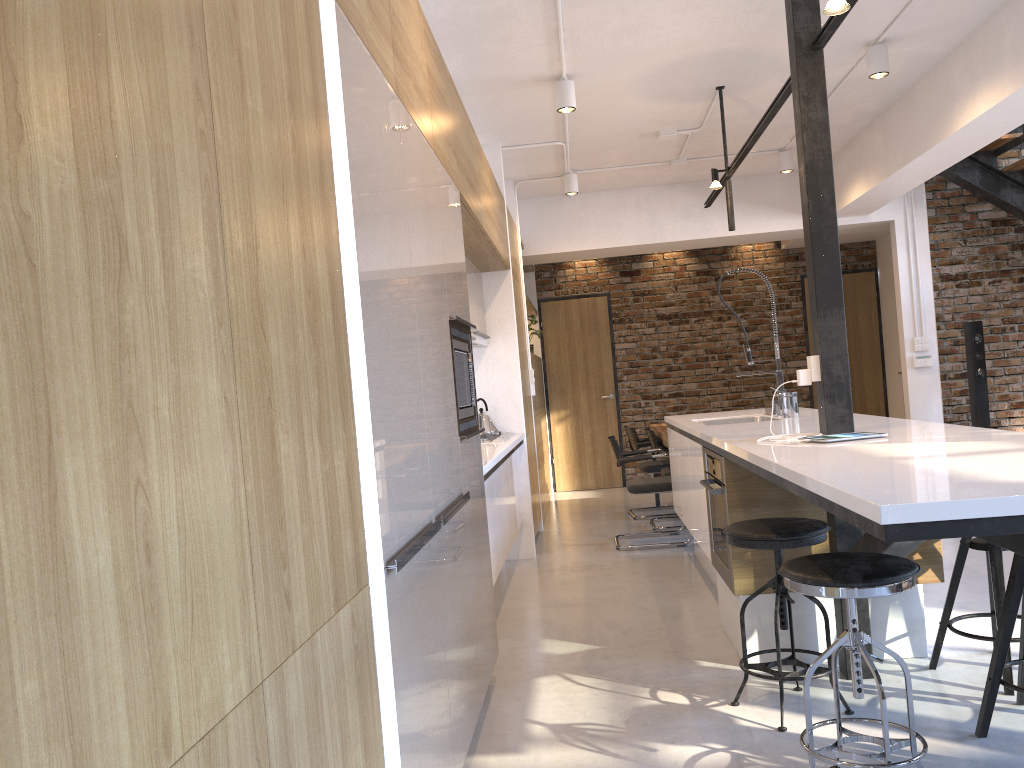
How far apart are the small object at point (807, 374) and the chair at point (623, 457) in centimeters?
282cm

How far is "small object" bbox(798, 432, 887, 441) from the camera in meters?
3.0 m

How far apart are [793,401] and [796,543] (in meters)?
1.77

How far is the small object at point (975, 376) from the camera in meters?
7.3 m

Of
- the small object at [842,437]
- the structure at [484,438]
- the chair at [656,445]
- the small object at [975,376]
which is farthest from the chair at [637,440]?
the small object at [842,437]

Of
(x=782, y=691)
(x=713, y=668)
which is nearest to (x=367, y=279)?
(x=782, y=691)

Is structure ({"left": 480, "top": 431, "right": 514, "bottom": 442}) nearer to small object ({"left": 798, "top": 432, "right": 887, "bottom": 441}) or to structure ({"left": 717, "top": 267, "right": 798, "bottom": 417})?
structure ({"left": 717, "top": 267, "right": 798, "bottom": 417})

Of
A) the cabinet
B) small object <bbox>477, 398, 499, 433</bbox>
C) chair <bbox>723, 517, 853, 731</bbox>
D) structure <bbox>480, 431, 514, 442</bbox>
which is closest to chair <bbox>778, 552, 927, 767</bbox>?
the cabinet

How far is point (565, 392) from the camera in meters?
9.7 m

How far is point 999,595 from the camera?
3.1 meters
